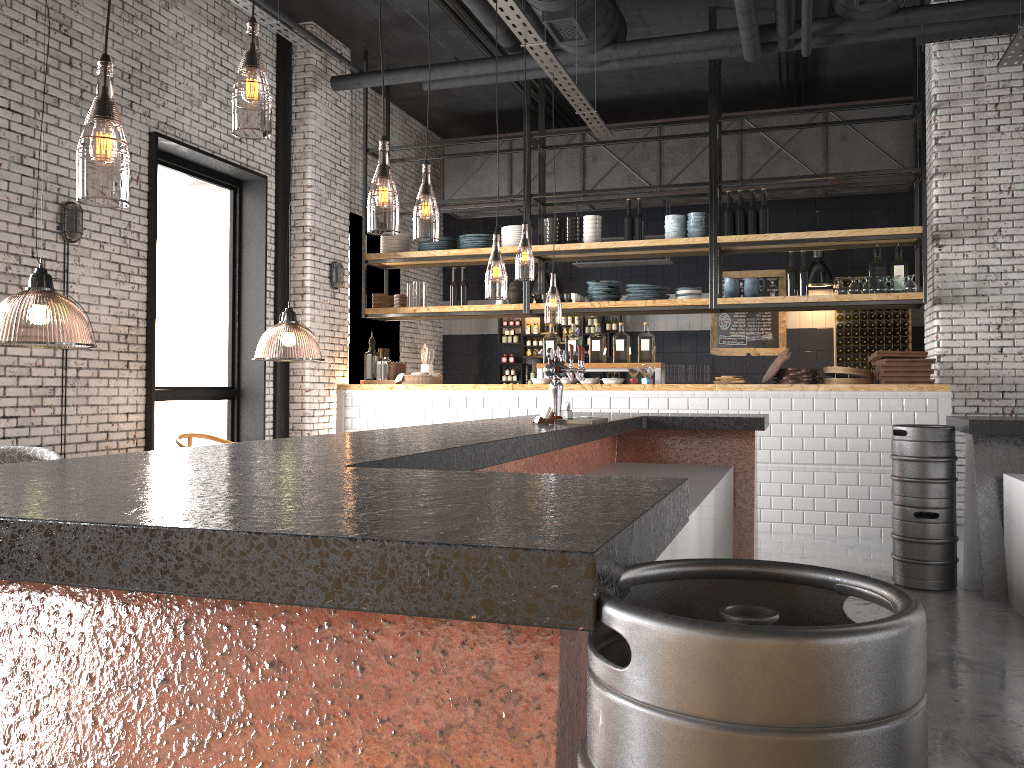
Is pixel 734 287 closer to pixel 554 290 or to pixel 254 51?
pixel 254 51

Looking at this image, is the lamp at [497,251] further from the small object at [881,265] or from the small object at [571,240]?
the small object at [881,265]

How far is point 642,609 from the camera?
0.9 meters

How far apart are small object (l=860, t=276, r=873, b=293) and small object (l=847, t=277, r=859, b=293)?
0.07m

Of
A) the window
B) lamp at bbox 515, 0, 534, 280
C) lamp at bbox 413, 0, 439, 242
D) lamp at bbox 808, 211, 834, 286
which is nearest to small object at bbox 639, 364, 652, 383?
lamp at bbox 413, 0, 439, 242

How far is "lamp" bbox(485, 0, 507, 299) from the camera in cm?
1205

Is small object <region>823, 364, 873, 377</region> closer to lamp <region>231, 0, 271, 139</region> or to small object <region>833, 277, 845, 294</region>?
small object <region>833, 277, 845, 294</region>

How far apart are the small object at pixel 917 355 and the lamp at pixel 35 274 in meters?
6.2

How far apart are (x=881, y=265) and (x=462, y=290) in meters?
4.3 m

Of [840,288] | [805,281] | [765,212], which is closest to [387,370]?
[765,212]
